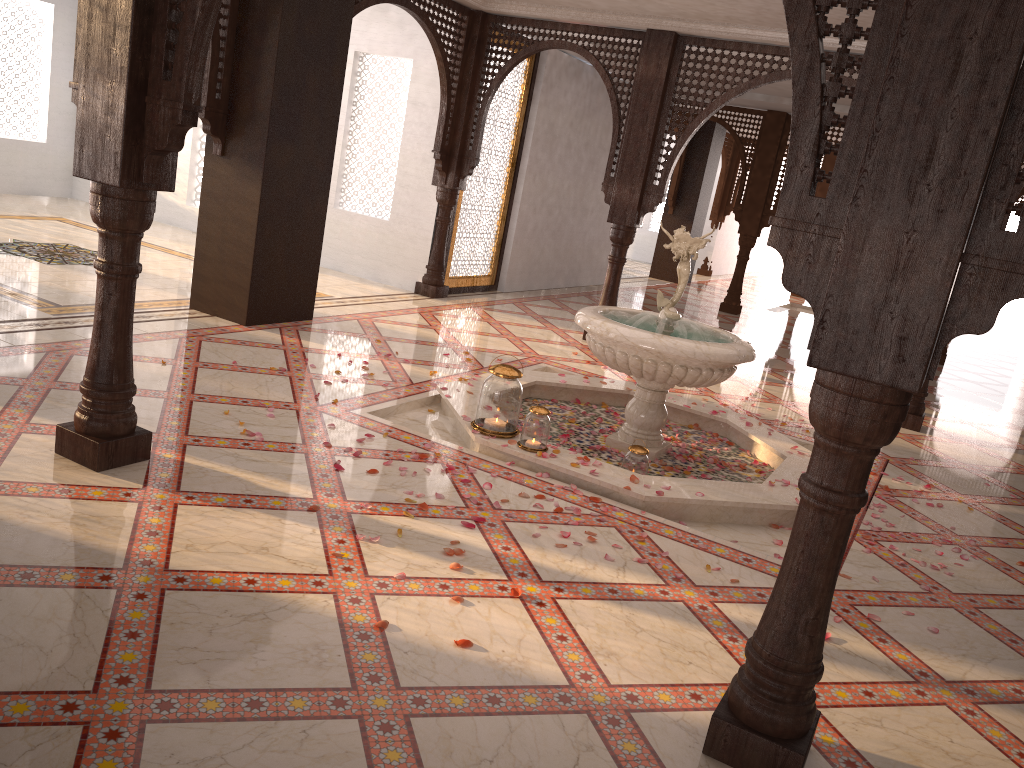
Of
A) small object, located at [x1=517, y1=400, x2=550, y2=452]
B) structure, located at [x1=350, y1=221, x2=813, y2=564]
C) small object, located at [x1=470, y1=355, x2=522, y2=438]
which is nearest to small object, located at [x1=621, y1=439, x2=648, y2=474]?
structure, located at [x1=350, y1=221, x2=813, y2=564]

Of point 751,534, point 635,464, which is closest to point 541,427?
point 635,464

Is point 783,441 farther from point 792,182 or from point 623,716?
point 792,182

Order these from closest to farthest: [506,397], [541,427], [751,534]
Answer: [751,534] → [541,427] → [506,397]

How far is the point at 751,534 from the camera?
4.4 meters

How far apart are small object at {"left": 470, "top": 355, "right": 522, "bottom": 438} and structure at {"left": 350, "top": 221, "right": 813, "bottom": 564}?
0.05m

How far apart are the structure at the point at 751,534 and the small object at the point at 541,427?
0.05m

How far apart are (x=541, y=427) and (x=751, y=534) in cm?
116

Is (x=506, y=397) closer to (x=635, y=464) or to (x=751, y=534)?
(x=635, y=464)

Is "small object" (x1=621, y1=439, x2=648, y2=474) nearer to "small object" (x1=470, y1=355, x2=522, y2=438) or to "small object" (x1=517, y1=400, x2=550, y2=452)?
"small object" (x1=517, y1=400, x2=550, y2=452)
